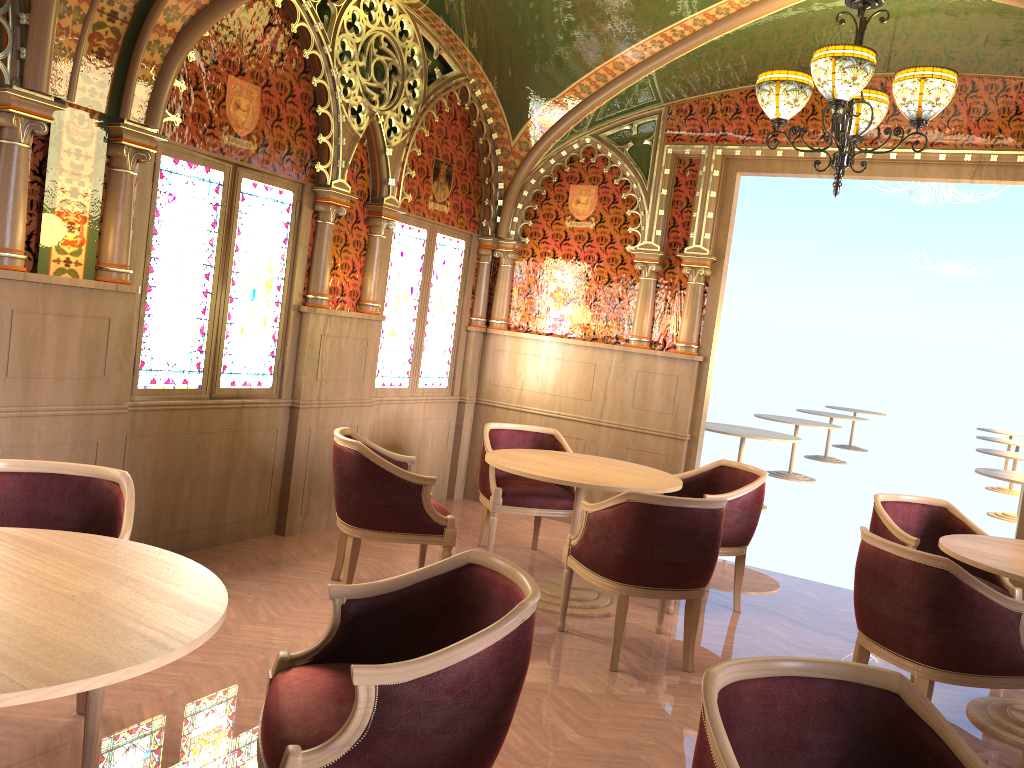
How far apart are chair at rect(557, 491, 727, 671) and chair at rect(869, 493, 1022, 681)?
1.18m

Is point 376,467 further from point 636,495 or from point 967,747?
point 967,747

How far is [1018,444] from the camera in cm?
1301

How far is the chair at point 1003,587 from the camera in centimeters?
471cm

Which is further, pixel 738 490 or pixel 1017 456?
pixel 1017 456

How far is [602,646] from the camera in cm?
444

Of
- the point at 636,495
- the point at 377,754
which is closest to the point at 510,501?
the point at 636,495

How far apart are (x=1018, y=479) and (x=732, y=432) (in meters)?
2.49

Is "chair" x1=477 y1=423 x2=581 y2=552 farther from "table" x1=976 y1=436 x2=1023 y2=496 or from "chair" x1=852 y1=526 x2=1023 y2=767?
"table" x1=976 y1=436 x2=1023 y2=496

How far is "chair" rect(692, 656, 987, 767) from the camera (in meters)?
1.88
